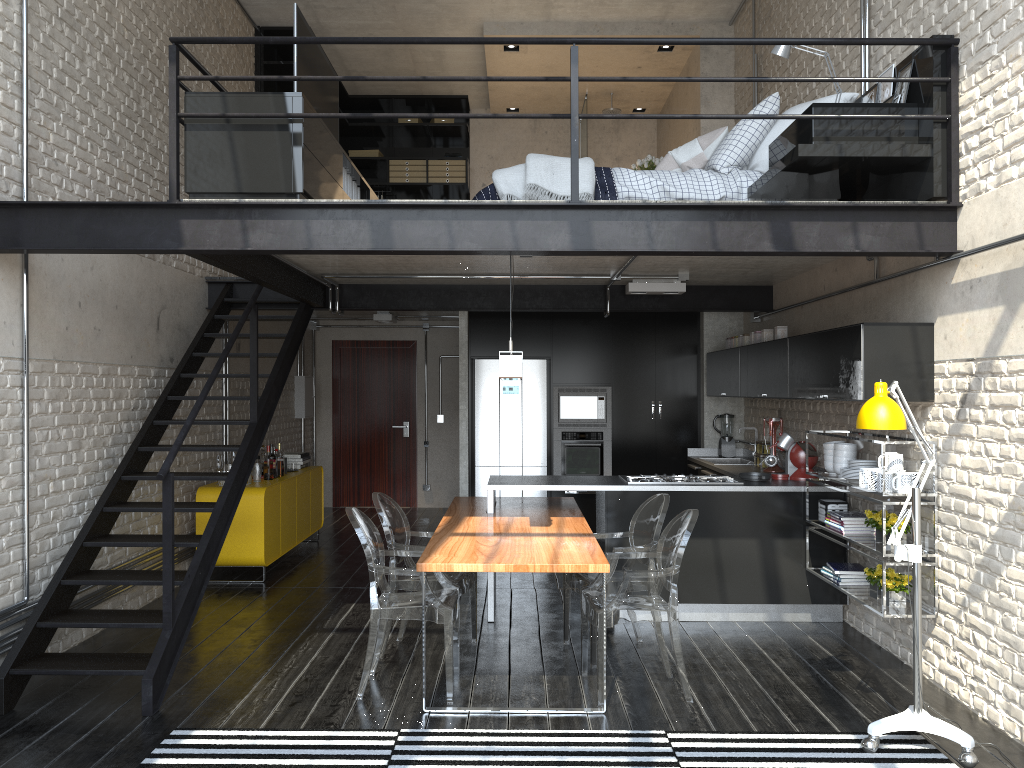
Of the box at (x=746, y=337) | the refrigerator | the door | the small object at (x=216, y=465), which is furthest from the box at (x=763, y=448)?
the door

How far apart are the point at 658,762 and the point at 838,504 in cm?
261

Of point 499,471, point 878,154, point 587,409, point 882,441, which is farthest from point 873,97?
point 499,471

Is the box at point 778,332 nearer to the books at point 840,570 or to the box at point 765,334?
the box at point 765,334

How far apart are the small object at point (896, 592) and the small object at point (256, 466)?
5.03m

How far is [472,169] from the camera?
11.84m

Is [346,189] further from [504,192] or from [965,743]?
[965,743]

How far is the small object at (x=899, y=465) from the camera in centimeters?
479cm

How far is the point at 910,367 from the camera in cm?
474

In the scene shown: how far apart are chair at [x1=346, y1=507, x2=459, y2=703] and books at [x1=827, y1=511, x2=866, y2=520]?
2.4m
